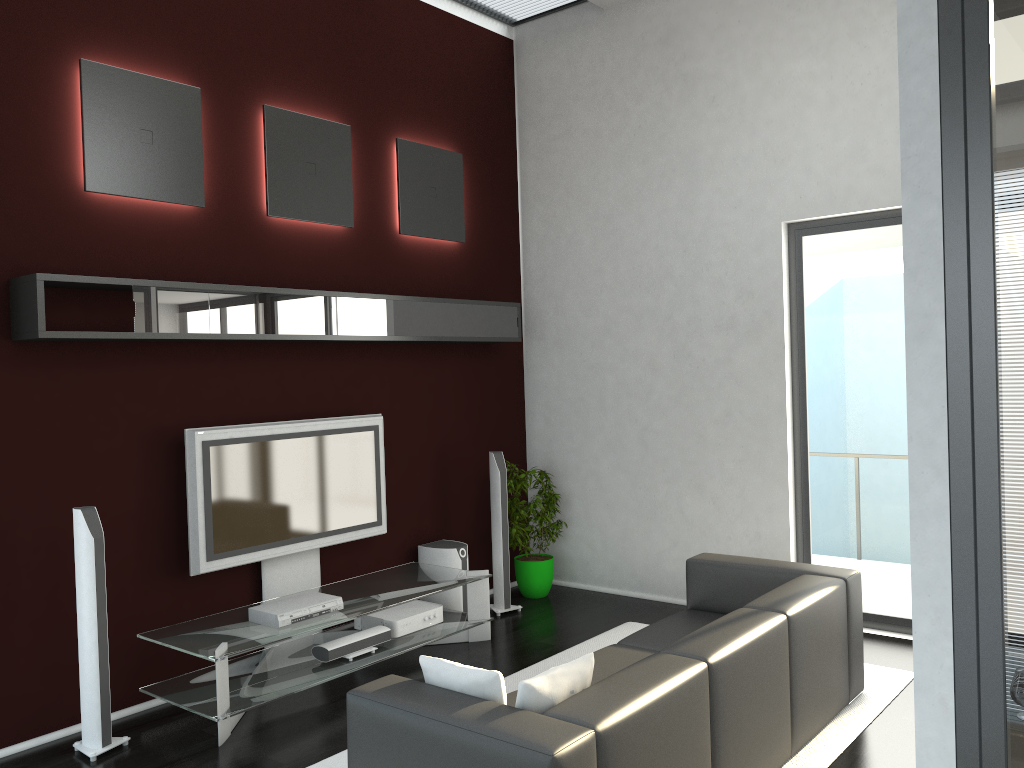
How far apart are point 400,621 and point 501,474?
1.4 meters

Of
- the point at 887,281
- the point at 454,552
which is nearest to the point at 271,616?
the point at 454,552

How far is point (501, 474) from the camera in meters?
6.4

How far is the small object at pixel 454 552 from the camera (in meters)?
6.19

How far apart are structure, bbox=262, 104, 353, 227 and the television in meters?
1.3 m

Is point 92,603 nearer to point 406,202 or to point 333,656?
point 333,656

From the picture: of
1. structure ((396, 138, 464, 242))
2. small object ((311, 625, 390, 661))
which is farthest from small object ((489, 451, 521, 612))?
structure ((396, 138, 464, 242))

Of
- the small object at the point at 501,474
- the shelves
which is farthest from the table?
the shelves

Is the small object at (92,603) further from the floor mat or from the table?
the floor mat

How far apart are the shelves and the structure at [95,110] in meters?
0.5 m
